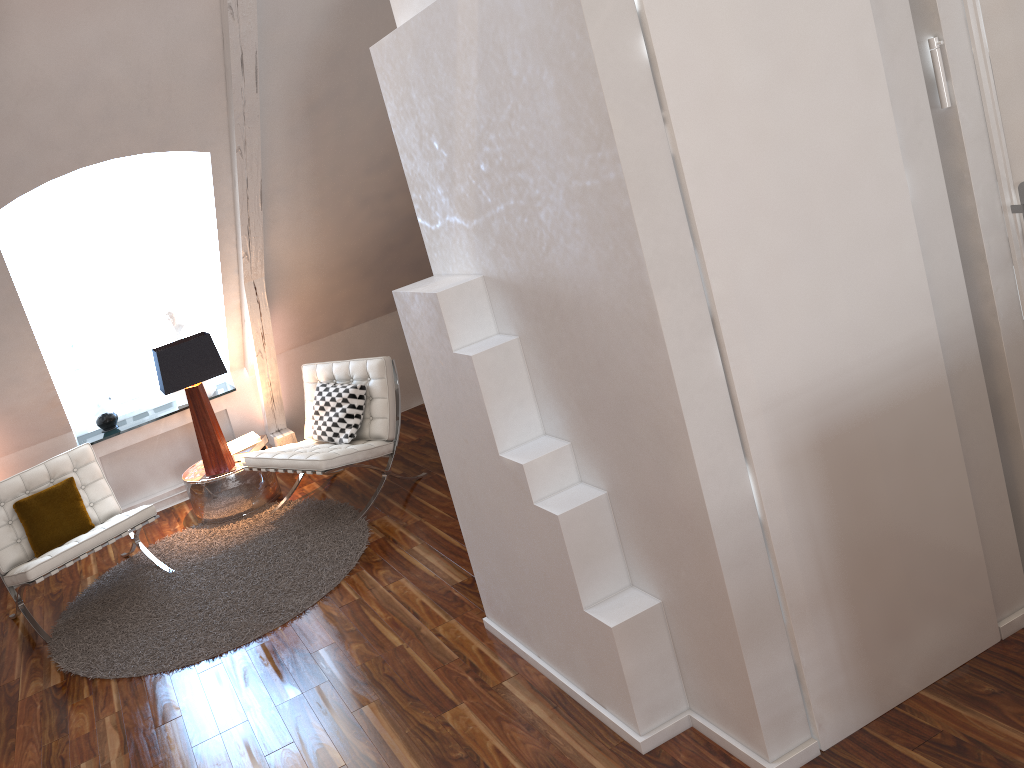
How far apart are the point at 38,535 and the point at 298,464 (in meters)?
1.18

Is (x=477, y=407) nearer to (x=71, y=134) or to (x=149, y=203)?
(x=71, y=134)

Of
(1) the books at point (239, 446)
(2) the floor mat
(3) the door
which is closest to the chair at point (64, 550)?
(2) the floor mat

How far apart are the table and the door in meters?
3.6

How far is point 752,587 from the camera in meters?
2.1 m

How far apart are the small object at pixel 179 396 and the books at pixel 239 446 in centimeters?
48cm

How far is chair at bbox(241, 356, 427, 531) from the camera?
4.03m

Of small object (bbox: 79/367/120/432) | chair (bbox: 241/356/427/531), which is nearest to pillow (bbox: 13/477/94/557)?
chair (bbox: 241/356/427/531)

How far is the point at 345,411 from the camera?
4.32m

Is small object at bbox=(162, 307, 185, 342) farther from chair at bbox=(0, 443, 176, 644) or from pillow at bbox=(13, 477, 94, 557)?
pillow at bbox=(13, 477, 94, 557)
